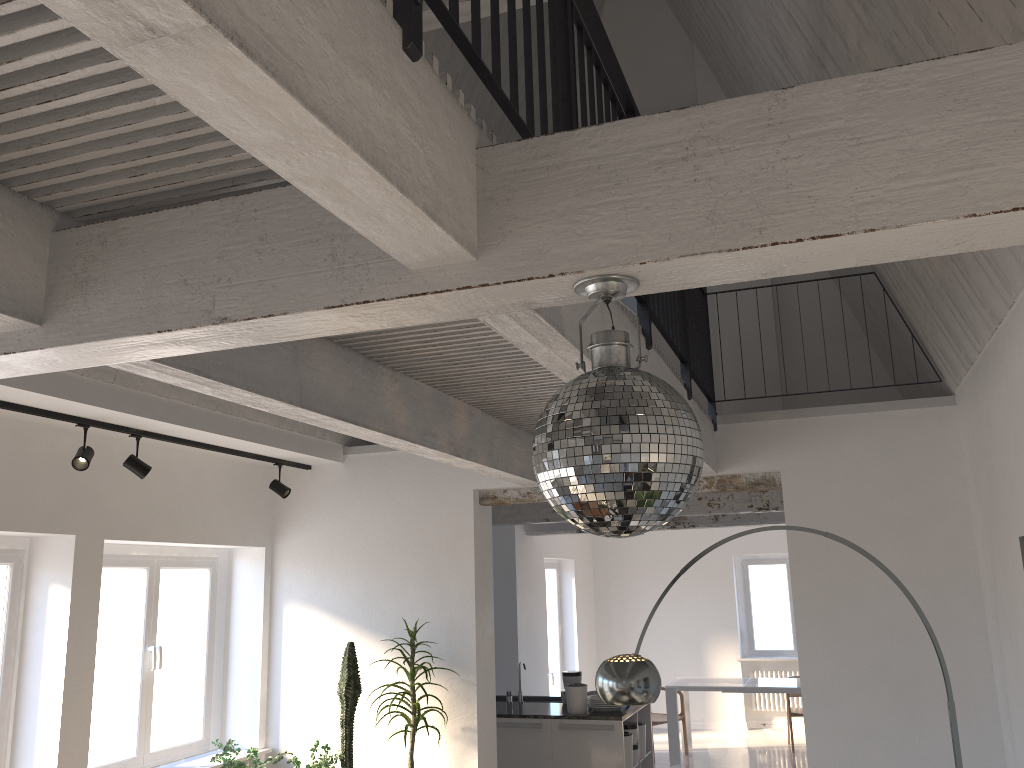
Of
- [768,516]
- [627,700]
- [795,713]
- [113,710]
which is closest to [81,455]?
[113,710]

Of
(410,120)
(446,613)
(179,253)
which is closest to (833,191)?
(410,120)

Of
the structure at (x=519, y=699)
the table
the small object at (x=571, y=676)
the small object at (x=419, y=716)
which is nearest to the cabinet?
the small object at (x=571, y=676)

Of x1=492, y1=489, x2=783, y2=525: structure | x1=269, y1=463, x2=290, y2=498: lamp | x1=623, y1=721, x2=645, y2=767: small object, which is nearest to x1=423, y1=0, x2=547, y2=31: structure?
x1=269, y1=463, x2=290, y2=498: lamp

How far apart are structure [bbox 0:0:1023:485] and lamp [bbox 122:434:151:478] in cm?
172

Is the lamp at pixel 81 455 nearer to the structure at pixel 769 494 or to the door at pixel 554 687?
the structure at pixel 769 494

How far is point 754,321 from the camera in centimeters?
745cm

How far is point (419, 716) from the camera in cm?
558

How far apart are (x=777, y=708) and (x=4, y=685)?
10.2 meters

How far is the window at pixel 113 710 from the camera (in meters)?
5.56
